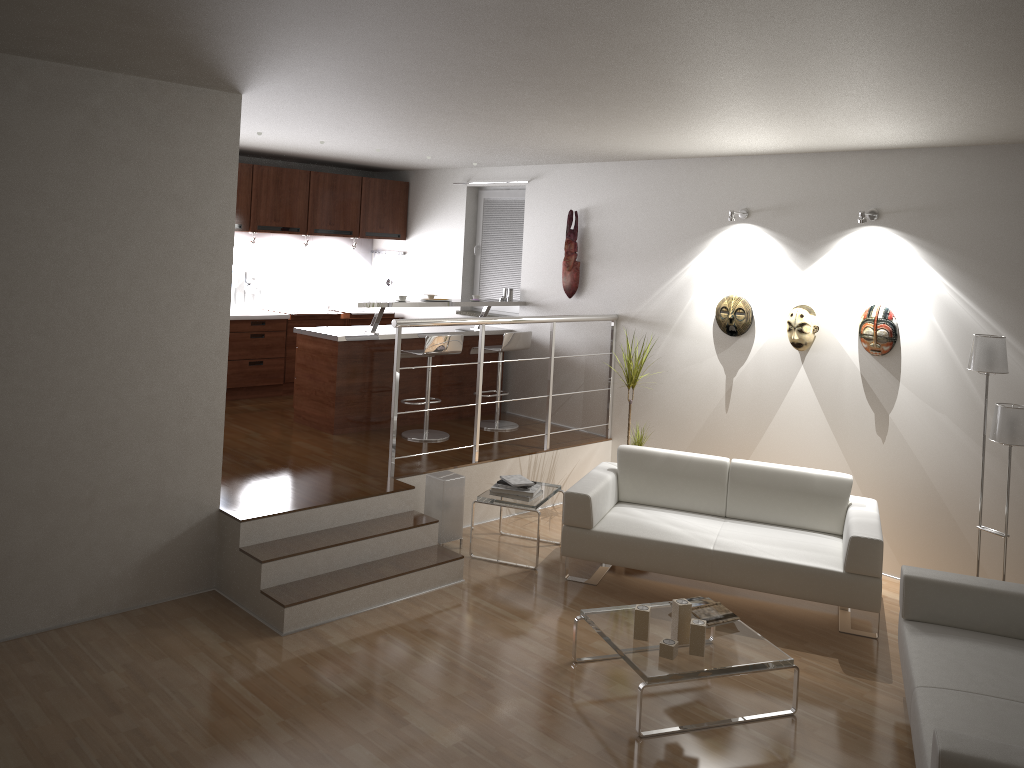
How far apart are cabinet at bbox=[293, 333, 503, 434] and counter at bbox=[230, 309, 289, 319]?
1.1m

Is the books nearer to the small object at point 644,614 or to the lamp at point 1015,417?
A: the small object at point 644,614

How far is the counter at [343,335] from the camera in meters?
7.1

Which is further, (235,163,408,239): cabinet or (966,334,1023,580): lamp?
(235,163,408,239): cabinet

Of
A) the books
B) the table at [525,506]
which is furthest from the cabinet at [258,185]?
the books

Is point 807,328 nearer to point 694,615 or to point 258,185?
point 694,615

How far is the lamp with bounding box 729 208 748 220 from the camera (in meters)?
6.46

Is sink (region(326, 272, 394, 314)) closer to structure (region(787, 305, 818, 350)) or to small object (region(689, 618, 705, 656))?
structure (region(787, 305, 818, 350))

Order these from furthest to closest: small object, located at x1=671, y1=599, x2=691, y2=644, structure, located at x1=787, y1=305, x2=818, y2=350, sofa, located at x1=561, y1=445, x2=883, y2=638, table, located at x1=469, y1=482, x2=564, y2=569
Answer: structure, located at x1=787, y1=305, x2=818, y2=350 < table, located at x1=469, y1=482, x2=564, y2=569 < sofa, located at x1=561, y1=445, x2=883, y2=638 < small object, located at x1=671, y1=599, x2=691, y2=644

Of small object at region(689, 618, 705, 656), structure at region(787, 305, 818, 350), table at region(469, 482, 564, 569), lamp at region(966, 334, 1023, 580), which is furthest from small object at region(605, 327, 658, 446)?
small object at region(689, 618, 705, 656)
